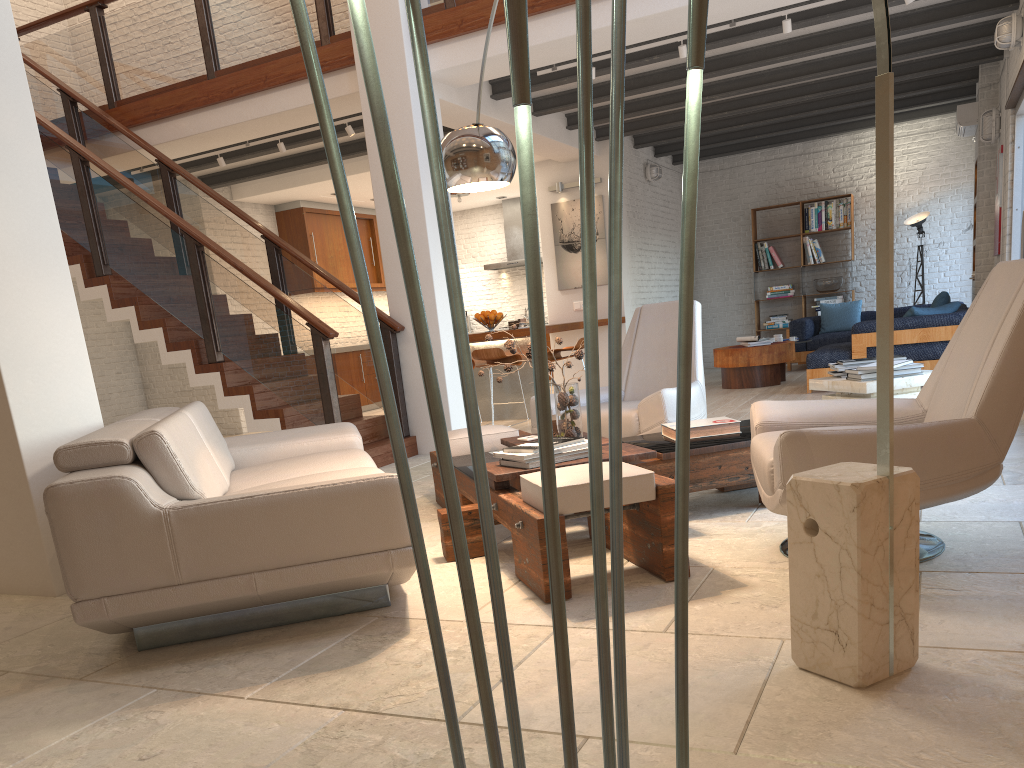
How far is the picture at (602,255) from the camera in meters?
10.8 m

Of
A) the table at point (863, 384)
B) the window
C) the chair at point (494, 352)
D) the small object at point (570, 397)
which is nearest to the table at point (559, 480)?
the small object at point (570, 397)

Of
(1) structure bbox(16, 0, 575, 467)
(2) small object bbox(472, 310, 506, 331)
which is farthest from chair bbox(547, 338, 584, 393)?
(1) structure bbox(16, 0, 575, 467)

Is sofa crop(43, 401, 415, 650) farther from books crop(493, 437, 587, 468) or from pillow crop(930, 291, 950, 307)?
pillow crop(930, 291, 950, 307)

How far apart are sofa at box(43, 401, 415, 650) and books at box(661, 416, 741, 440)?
1.4m

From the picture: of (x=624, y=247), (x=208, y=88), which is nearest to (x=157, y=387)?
(x=208, y=88)

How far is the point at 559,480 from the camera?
3.0 meters

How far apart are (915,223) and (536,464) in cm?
1015

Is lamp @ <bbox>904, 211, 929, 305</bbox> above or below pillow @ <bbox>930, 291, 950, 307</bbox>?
above

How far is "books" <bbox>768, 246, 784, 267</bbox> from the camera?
12.8m
